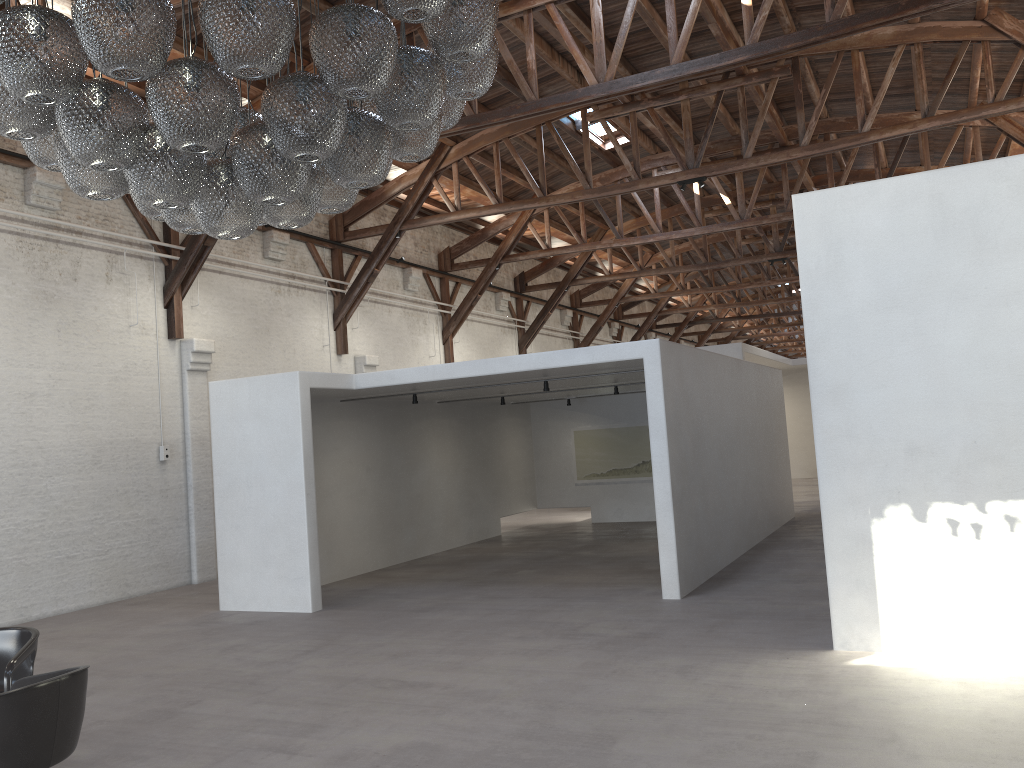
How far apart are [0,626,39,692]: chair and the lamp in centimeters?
240cm

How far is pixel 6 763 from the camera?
3.58m

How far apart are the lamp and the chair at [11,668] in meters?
2.4 m

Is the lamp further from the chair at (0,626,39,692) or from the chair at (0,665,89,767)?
the chair at (0,626,39,692)

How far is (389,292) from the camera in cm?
1651

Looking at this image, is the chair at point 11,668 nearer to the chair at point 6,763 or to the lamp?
the chair at point 6,763

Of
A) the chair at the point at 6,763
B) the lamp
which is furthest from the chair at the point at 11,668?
the lamp

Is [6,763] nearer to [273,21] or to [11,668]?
[11,668]

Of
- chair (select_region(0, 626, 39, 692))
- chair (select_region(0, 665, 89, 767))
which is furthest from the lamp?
chair (select_region(0, 626, 39, 692))

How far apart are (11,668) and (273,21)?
3.5 meters
